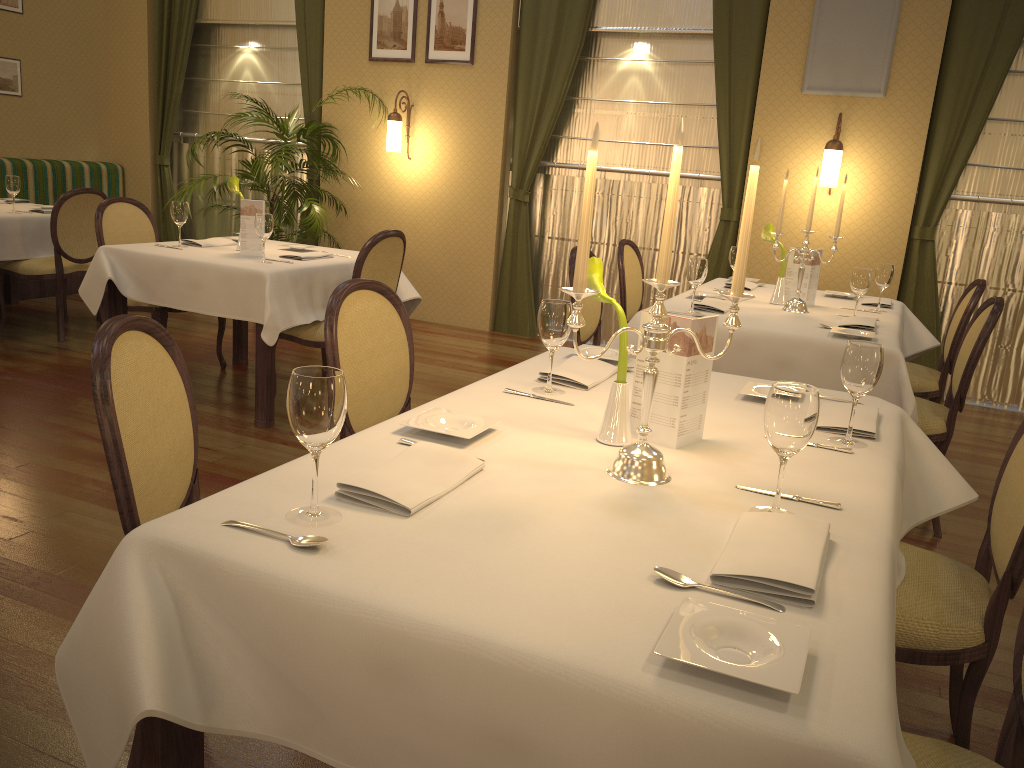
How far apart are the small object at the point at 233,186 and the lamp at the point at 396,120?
2.34m

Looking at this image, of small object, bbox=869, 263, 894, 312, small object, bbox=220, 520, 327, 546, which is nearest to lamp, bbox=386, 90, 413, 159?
small object, bbox=869, 263, 894, 312

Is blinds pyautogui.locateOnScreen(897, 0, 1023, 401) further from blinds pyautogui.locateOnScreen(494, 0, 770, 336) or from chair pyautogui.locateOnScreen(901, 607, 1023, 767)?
chair pyautogui.locateOnScreen(901, 607, 1023, 767)

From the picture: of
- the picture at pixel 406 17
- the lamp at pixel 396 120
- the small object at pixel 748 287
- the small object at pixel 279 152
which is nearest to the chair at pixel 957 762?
the small object at pixel 748 287

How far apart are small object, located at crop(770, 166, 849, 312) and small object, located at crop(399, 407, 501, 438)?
2.49m

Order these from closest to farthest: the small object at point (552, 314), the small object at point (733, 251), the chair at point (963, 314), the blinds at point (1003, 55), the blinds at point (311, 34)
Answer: the small object at point (552, 314), the chair at point (963, 314), the small object at point (733, 251), the blinds at point (1003, 55), the blinds at point (311, 34)

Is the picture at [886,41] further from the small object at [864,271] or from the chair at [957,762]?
the chair at [957,762]

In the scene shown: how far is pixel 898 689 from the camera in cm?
242

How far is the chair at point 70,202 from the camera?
5.4m

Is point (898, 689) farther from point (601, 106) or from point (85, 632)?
point (601, 106)
